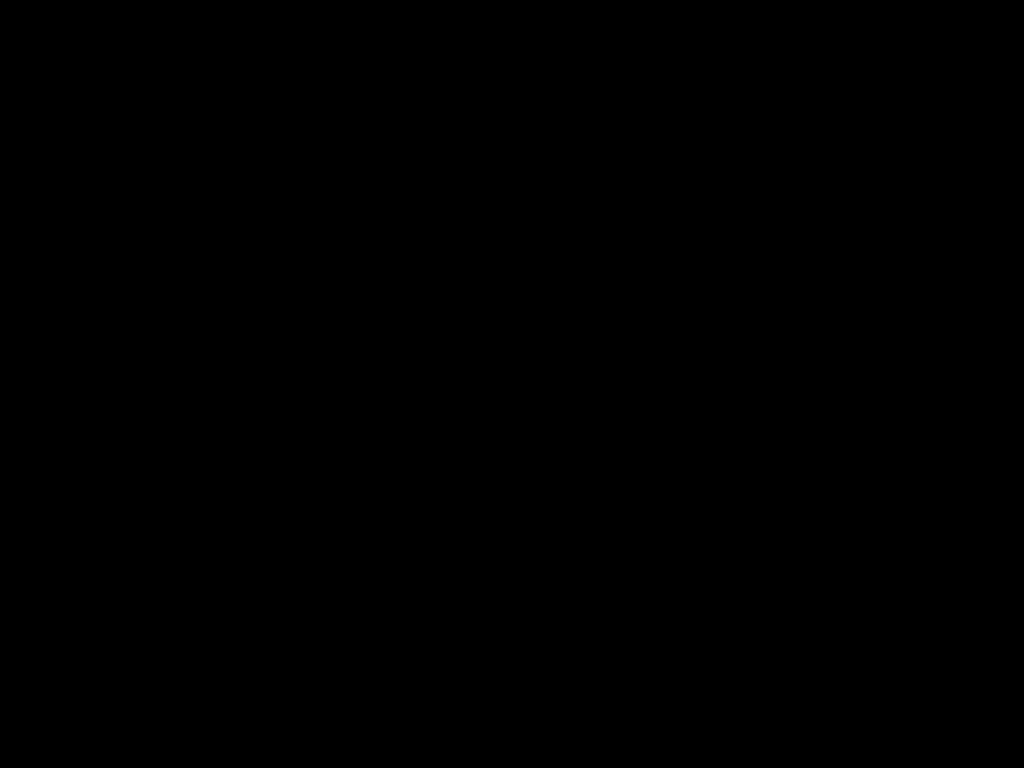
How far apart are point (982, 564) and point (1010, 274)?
0.2 meters

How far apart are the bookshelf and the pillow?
0.0 meters

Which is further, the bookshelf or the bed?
the bookshelf

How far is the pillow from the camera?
0.50m

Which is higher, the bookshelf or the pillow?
the pillow

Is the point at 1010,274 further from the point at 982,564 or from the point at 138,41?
the point at 138,41

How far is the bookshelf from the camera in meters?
0.5

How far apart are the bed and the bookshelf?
0.0 meters

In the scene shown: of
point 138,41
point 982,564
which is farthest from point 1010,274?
point 138,41
